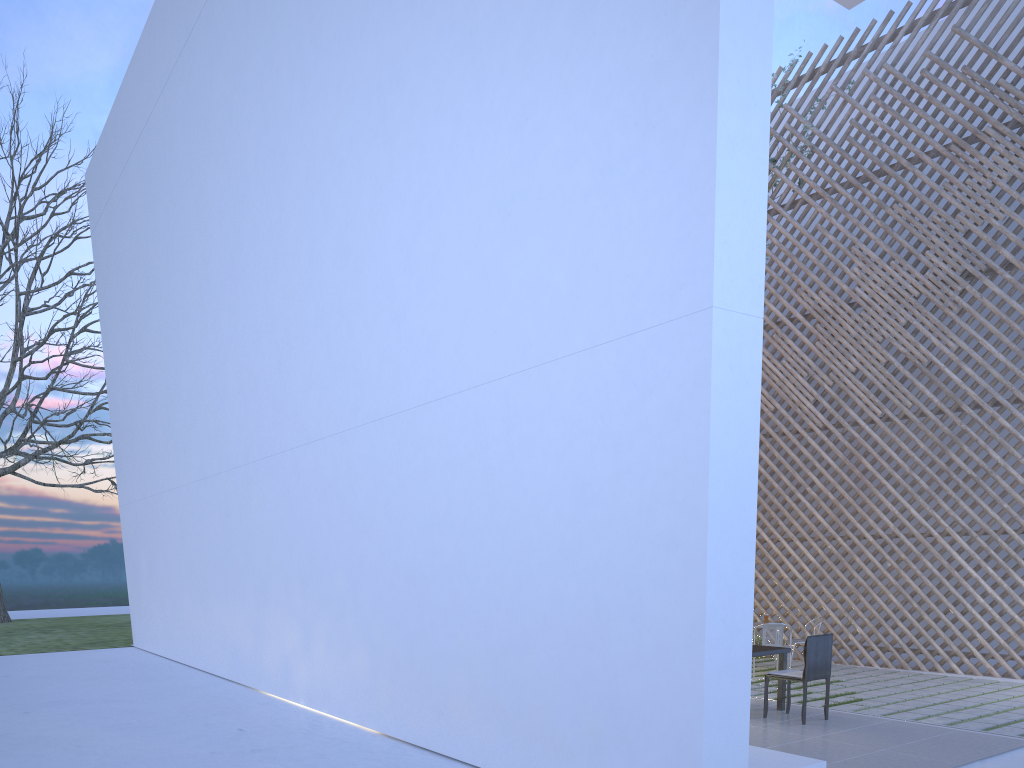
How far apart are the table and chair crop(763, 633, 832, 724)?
0.1m

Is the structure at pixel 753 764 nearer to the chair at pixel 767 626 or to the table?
the table

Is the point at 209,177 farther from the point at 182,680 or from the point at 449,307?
the point at 182,680

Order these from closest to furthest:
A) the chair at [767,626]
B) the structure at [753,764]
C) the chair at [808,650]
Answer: the structure at [753,764]
the chair at [808,650]
the chair at [767,626]

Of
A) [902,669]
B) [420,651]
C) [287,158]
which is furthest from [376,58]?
[902,669]

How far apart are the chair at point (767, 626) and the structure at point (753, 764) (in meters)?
2.56

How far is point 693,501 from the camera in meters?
2.2

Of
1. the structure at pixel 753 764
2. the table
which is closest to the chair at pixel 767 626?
→ the table

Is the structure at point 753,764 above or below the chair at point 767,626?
below

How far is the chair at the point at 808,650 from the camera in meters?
3.6
